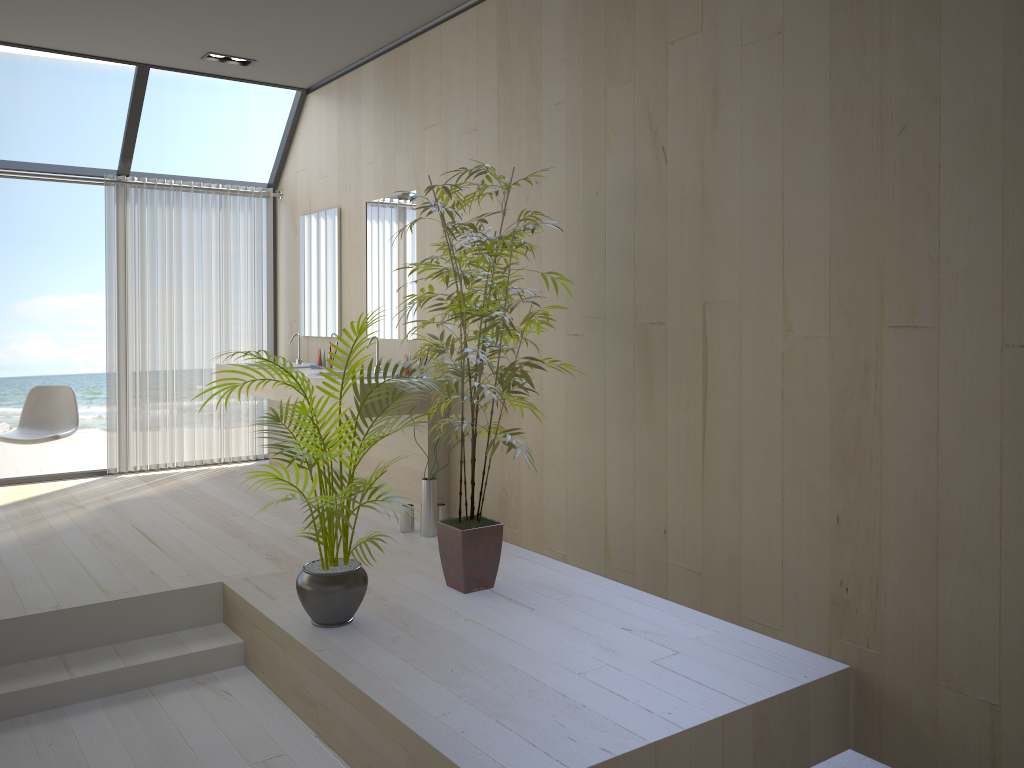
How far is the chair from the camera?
5.49m

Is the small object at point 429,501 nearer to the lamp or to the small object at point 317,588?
the small object at point 317,588

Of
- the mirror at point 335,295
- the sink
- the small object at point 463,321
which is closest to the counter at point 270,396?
the sink

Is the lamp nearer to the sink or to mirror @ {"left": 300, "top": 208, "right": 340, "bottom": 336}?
mirror @ {"left": 300, "top": 208, "right": 340, "bottom": 336}

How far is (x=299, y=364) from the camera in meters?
6.2 m

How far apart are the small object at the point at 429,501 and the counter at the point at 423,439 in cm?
21

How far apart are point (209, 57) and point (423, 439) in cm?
283

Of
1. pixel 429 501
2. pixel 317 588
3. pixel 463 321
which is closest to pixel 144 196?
pixel 429 501

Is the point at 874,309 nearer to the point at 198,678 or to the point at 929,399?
the point at 929,399

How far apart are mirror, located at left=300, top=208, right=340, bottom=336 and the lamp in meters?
1.0
